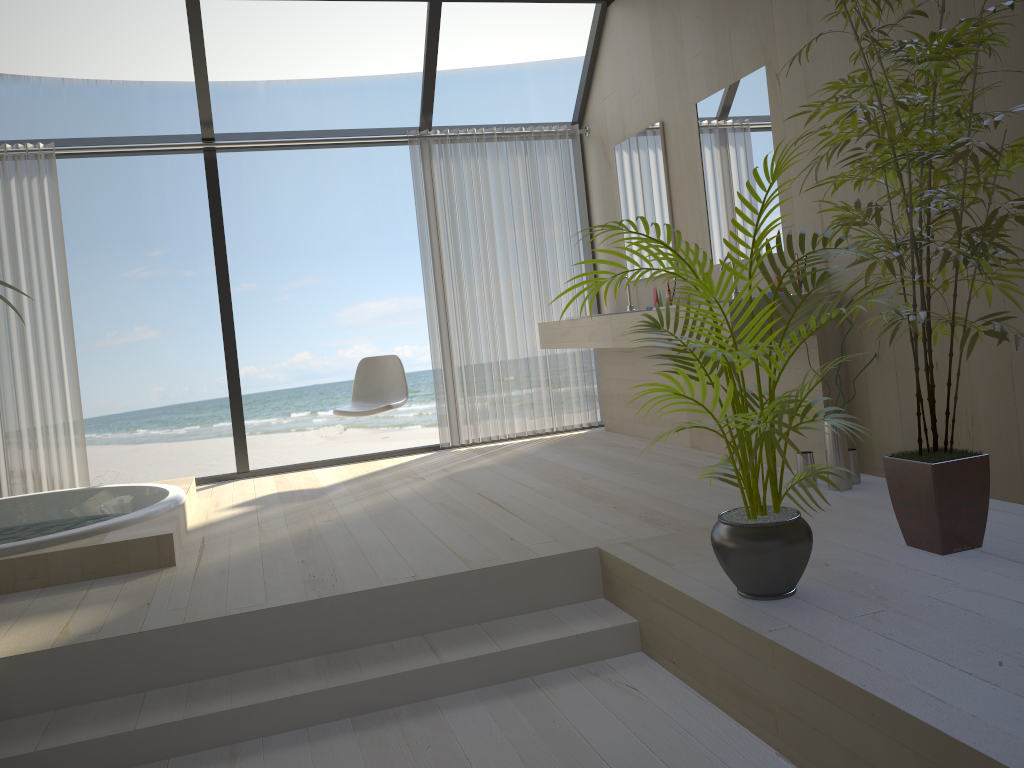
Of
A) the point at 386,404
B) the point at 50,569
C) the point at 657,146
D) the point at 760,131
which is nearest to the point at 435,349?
the point at 386,404

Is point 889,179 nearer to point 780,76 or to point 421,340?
point 780,76

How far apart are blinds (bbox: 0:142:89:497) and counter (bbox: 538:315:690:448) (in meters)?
→ 2.83

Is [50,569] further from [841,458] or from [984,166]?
[984,166]

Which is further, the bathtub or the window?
the window

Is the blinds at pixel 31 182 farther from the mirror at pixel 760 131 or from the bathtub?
the mirror at pixel 760 131

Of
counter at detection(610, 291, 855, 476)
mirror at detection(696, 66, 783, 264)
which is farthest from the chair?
mirror at detection(696, 66, 783, 264)

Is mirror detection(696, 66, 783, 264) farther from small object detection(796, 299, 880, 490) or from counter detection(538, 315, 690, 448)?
small object detection(796, 299, 880, 490)

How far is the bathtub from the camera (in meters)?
3.24

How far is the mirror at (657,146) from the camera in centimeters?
505cm
